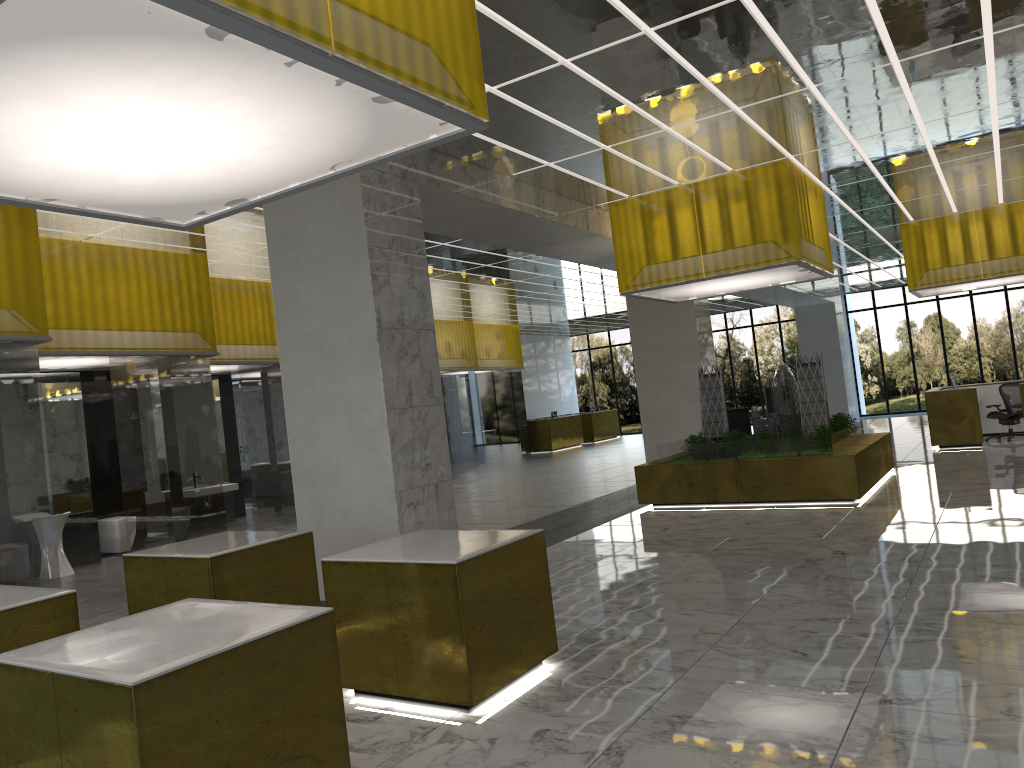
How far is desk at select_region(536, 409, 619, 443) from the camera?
44.9m

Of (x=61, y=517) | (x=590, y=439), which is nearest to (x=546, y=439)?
(x=590, y=439)

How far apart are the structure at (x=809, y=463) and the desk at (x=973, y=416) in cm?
539

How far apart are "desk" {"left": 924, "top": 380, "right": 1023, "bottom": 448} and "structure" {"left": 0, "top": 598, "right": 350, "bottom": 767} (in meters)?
23.26

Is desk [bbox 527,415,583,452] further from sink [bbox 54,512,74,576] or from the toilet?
sink [bbox 54,512,74,576]

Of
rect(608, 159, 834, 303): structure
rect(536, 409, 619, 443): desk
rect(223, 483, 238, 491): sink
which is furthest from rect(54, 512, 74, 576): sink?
rect(536, 409, 619, 443): desk

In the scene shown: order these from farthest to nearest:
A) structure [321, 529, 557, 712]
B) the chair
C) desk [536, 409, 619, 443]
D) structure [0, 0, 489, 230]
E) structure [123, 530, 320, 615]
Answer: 1. desk [536, 409, 619, 443]
2. the chair
3. structure [123, 530, 320, 615]
4. structure [321, 529, 557, 712]
5. structure [0, 0, 489, 230]

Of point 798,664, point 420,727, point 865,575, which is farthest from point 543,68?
point 420,727

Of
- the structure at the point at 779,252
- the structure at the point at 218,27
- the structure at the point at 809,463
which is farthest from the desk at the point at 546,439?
the structure at the point at 218,27

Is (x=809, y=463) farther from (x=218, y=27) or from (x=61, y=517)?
(x=218, y=27)
